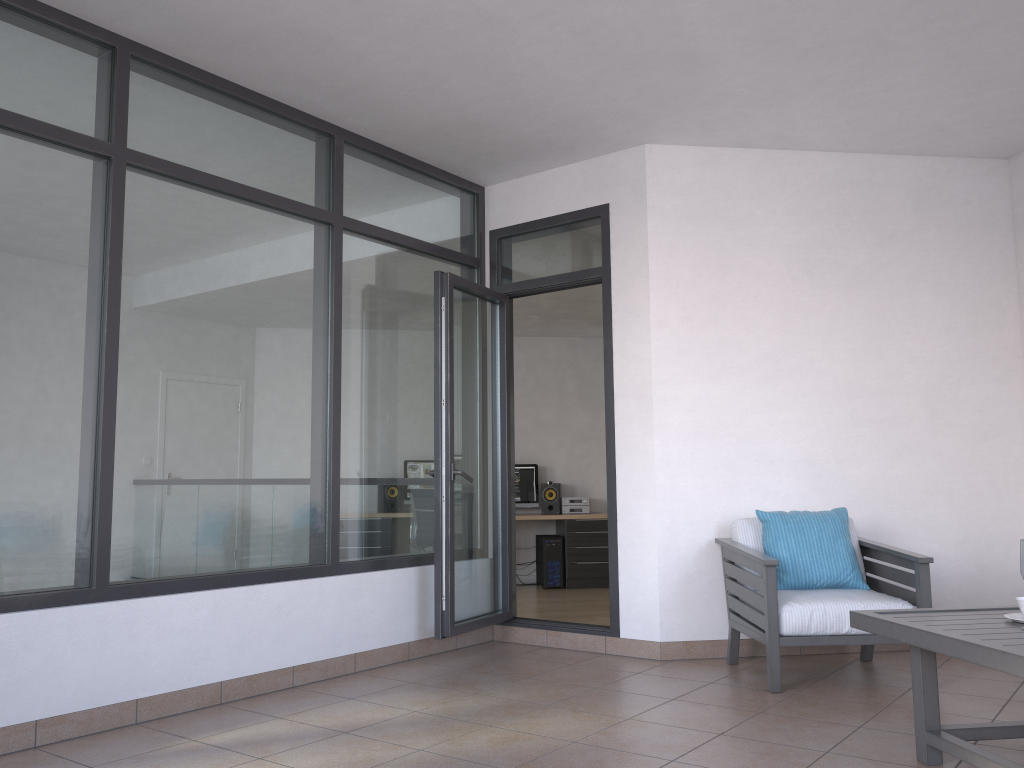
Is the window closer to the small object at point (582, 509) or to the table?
the table

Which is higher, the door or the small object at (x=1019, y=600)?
the door

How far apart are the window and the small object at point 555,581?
4.02m

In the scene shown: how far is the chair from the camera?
4.06m

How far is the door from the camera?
4.9m

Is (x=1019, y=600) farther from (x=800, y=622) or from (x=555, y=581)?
(x=555, y=581)

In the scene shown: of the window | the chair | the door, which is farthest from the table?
the window

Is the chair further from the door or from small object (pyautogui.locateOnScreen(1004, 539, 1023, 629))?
small object (pyautogui.locateOnScreen(1004, 539, 1023, 629))

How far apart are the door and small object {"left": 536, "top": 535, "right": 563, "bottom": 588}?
3.5 meters

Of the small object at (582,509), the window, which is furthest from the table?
the small object at (582,509)
